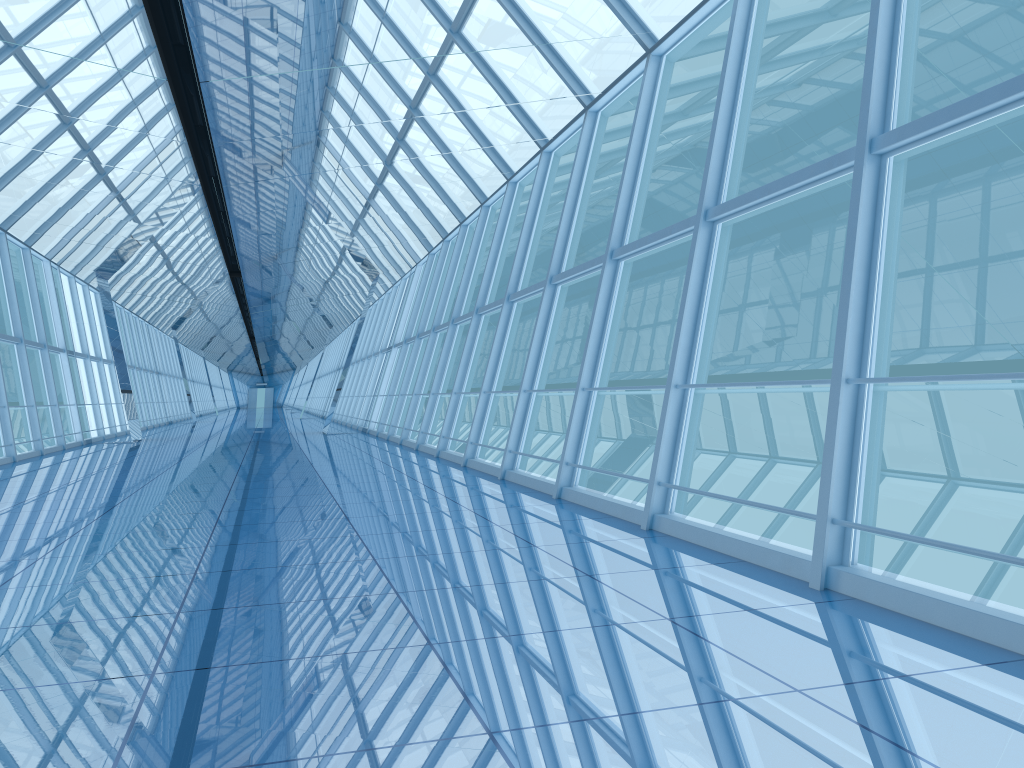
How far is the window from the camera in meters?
Result: 4.8

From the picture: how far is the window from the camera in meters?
4.8

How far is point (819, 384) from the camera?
4.79m

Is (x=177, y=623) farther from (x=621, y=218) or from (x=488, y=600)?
(x=621, y=218)
